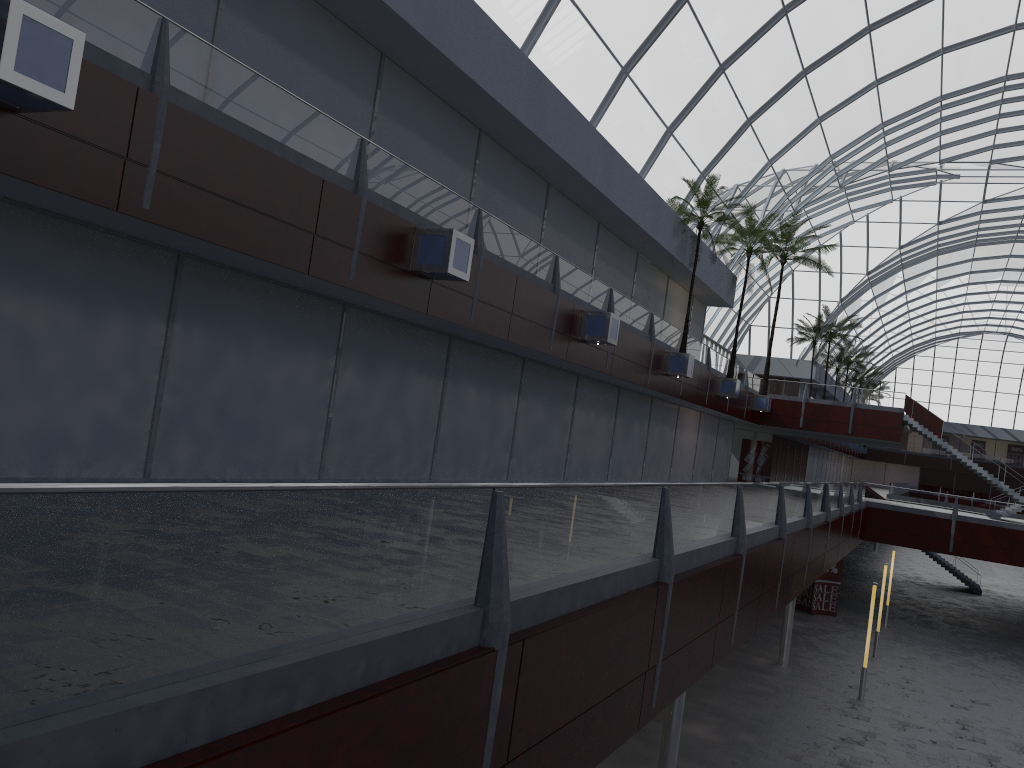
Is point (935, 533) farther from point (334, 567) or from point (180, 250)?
point (334, 567)
